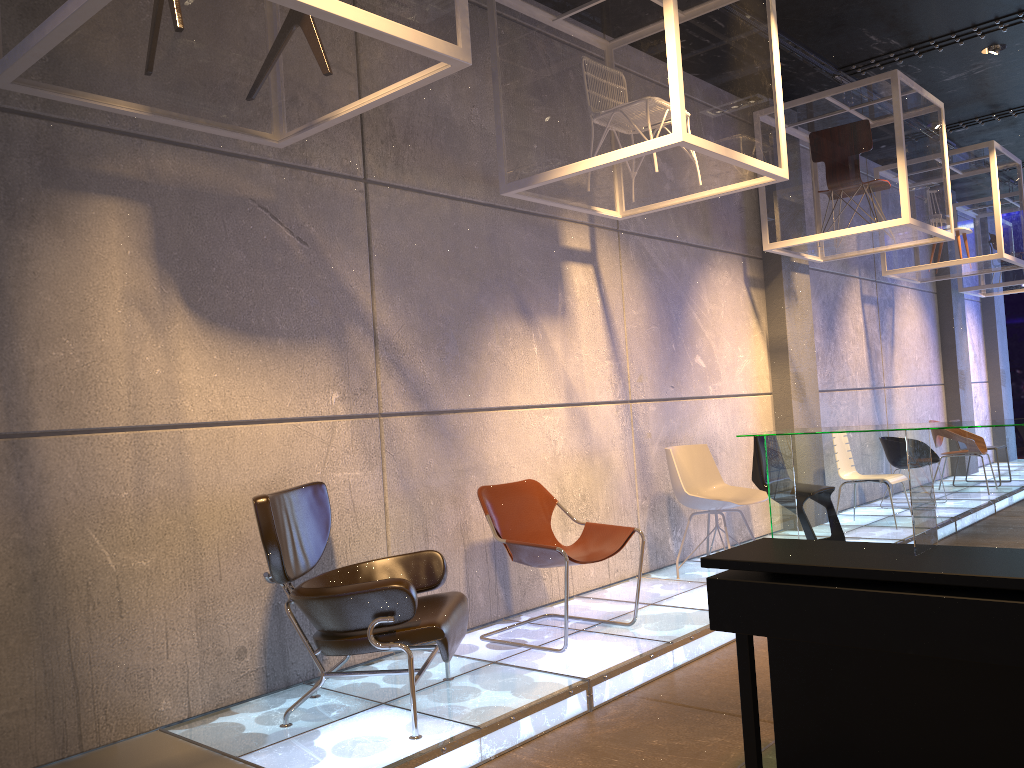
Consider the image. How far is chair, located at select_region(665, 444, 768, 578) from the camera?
5.9 meters

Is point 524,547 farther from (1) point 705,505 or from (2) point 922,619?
(2) point 922,619

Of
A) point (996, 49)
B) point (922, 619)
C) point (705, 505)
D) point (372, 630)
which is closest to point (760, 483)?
point (705, 505)

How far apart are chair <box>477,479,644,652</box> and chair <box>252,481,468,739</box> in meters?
0.6

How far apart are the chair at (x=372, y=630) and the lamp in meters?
6.3

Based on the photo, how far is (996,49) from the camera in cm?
716

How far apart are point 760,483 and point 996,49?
4.0 meters

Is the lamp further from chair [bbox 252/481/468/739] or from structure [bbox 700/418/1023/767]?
chair [bbox 252/481/468/739]

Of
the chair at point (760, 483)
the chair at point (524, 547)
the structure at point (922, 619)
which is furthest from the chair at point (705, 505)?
the structure at point (922, 619)

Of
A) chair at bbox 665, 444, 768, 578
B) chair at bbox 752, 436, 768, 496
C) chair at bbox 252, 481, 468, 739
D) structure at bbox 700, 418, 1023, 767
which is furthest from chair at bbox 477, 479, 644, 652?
chair at bbox 752, 436, 768, 496
